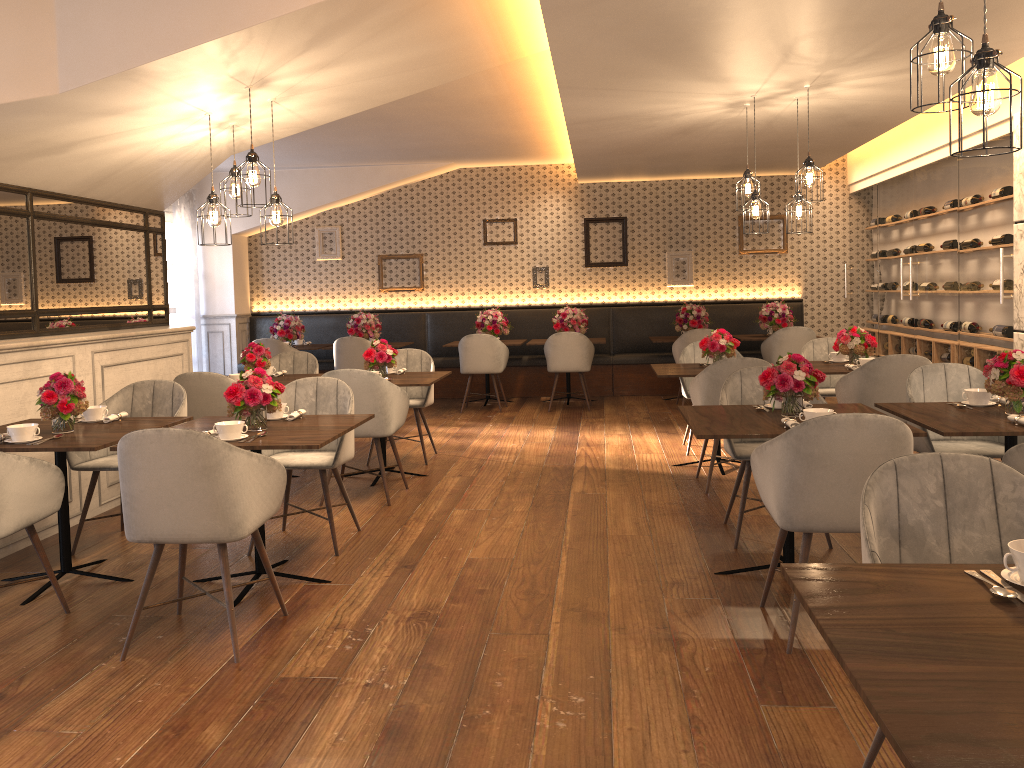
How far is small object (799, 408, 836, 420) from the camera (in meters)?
3.64

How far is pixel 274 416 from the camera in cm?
437

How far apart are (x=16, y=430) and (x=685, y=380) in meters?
4.9

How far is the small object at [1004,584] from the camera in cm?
175

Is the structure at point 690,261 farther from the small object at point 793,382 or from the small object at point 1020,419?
the small object at point 1020,419

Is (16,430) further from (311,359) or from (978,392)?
(978,392)

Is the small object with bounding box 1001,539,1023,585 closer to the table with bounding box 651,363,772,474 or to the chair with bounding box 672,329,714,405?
the table with bounding box 651,363,772,474

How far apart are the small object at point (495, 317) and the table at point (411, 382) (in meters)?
3.75

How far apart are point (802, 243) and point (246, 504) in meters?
9.1 m

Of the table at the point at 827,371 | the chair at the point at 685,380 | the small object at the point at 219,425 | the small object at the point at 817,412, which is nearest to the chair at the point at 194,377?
the small object at the point at 219,425
